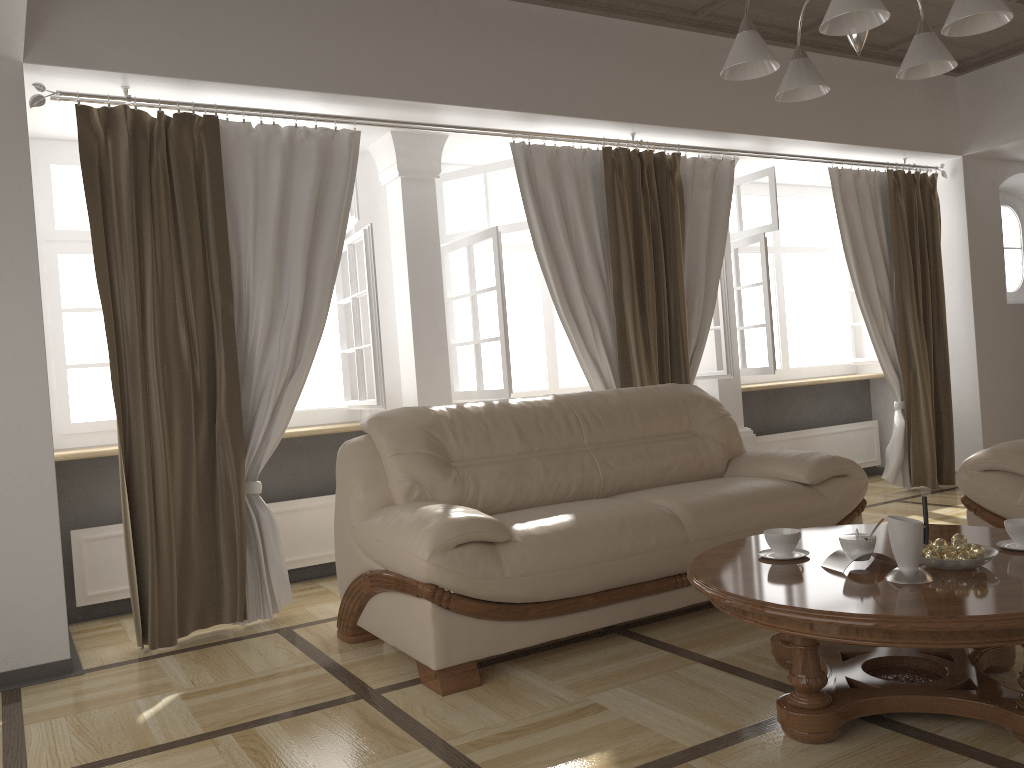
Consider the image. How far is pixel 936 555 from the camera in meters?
2.4 m

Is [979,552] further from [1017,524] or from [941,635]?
[941,635]

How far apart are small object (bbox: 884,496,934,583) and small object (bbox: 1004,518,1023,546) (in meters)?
0.42

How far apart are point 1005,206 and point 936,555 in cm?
558

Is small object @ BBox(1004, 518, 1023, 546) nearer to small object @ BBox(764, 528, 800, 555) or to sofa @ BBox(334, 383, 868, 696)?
small object @ BBox(764, 528, 800, 555)

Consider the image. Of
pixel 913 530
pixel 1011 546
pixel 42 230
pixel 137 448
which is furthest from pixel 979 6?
pixel 42 230

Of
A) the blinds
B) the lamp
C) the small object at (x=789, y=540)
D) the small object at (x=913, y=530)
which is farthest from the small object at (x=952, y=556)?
the blinds

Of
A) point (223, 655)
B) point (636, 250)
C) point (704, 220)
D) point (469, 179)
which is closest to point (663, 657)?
point (223, 655)

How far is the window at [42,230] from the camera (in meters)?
4.23

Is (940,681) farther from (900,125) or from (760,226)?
(900,125)
